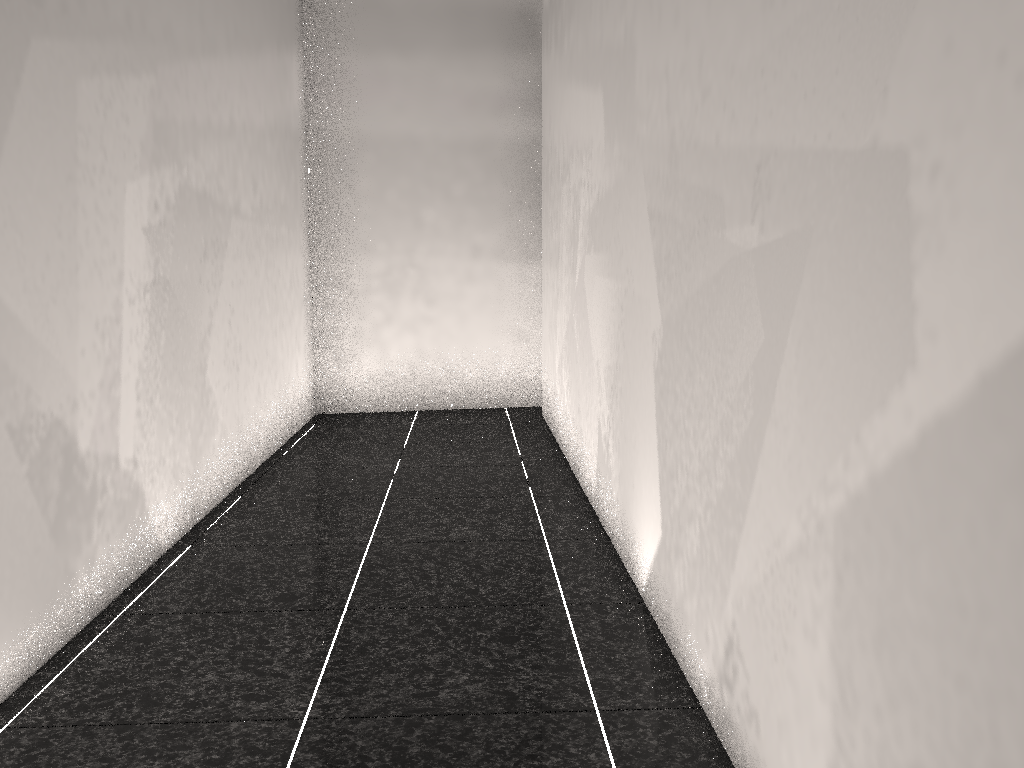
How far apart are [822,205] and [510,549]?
1.9m
